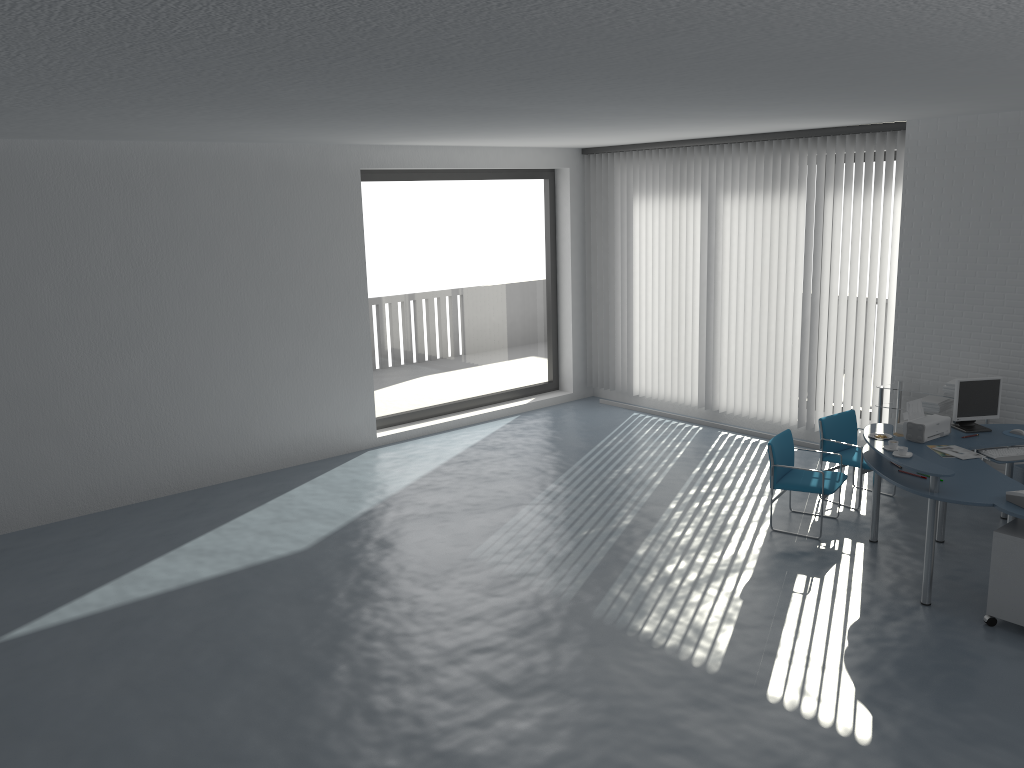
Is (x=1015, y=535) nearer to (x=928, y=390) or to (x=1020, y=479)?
(x=1020, y=479)

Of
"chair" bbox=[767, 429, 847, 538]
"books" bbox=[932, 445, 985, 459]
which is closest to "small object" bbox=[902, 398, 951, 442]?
"books" bbox=[932, 445, 985, 459]

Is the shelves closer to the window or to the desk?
the desk

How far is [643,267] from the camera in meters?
10.7

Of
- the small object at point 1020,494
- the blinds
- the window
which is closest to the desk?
the small object at point 1020,494

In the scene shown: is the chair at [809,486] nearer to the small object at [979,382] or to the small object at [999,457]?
the small object at [979,382]

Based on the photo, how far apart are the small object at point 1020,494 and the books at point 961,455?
0.9 meters

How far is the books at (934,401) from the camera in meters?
7.8

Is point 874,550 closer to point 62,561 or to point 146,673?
point 146,673

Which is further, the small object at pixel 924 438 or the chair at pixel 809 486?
the chair at pixel 809 486
